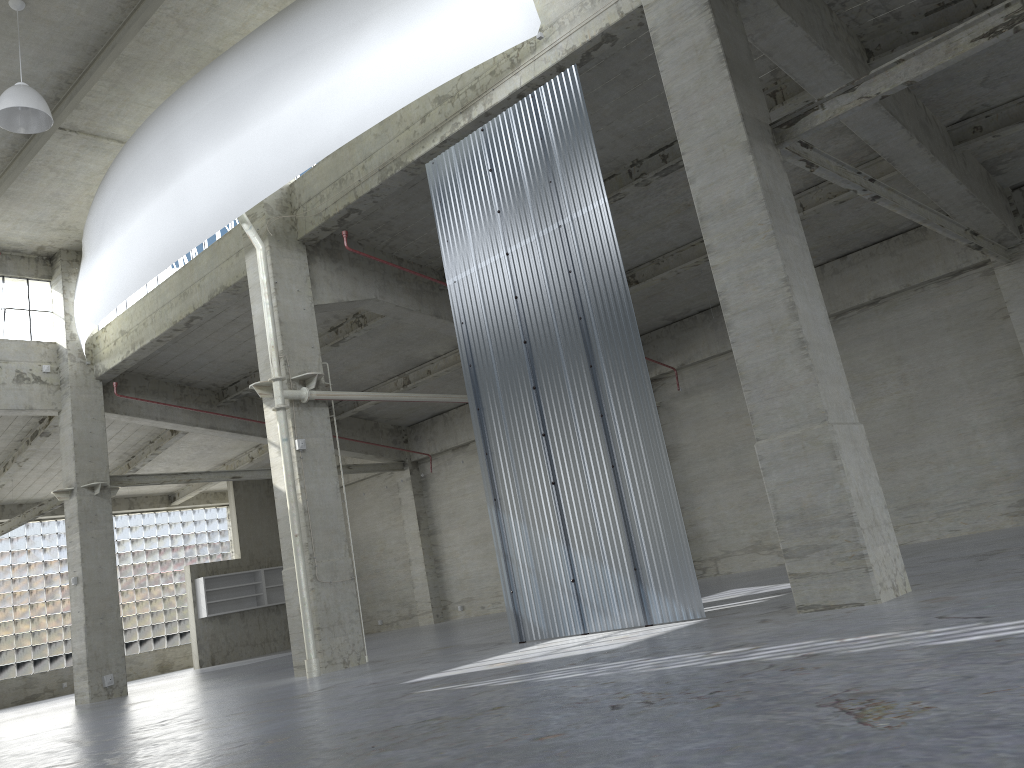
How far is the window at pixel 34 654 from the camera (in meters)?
40.79

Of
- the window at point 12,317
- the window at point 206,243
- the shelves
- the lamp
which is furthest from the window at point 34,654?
the lamp

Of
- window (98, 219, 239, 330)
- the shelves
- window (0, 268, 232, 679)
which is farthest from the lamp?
window (0, 268, 232, 679)

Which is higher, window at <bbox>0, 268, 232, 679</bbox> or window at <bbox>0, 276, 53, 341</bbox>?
window at <bbox>0, 276, 53, 341</bbox>

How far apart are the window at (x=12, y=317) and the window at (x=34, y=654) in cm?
1568

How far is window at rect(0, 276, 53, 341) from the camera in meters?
30.4

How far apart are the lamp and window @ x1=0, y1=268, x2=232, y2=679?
29.0 meters

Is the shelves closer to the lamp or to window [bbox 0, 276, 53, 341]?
window [bbox 0, 276, 53, 341]

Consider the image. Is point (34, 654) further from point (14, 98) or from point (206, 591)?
point (14, 98)

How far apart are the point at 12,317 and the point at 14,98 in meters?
14.4
